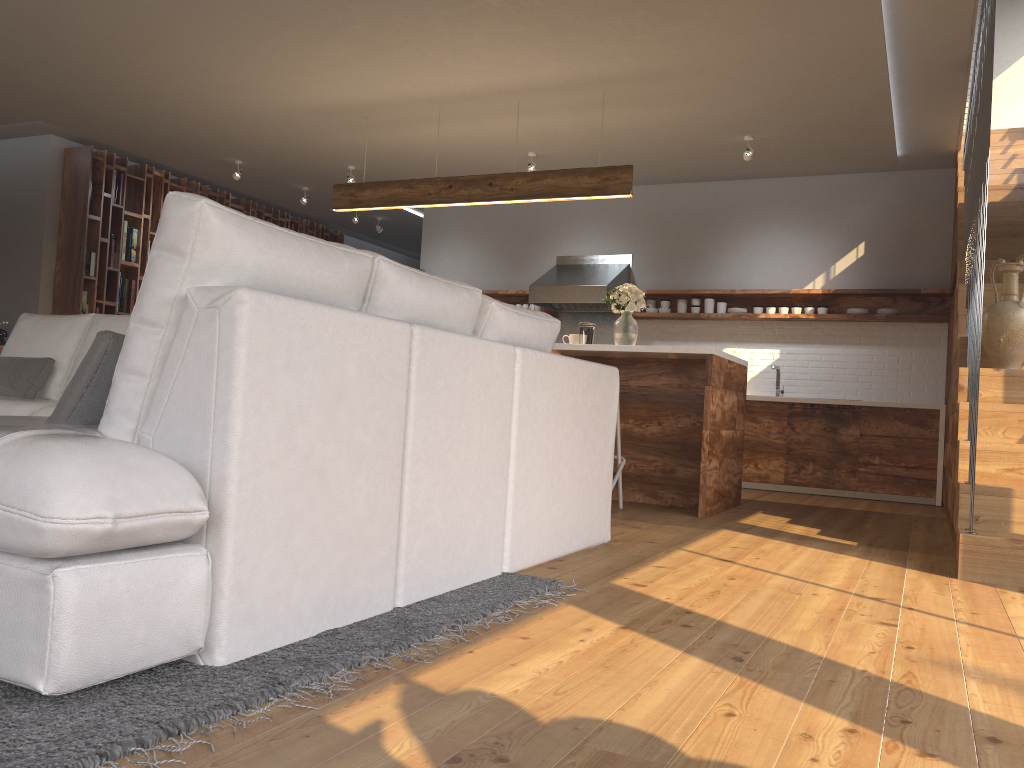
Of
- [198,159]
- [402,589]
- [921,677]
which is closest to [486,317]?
[402,589]

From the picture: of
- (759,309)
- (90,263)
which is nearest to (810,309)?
(759,309)

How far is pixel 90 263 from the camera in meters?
8.1 m

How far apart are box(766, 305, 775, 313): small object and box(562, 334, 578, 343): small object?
2.6 meters

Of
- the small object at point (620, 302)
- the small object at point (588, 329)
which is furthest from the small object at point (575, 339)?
the small object at point (620, 302)

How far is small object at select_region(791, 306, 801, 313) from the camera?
7.76m

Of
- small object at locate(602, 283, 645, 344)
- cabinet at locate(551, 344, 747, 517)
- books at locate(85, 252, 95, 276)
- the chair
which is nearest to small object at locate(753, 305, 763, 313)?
cabinet at locate(551, 344, 747, 517)

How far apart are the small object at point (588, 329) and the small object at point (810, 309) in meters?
2.7

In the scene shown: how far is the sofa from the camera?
1.5 meters

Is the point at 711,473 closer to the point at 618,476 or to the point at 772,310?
the point at 618,476
